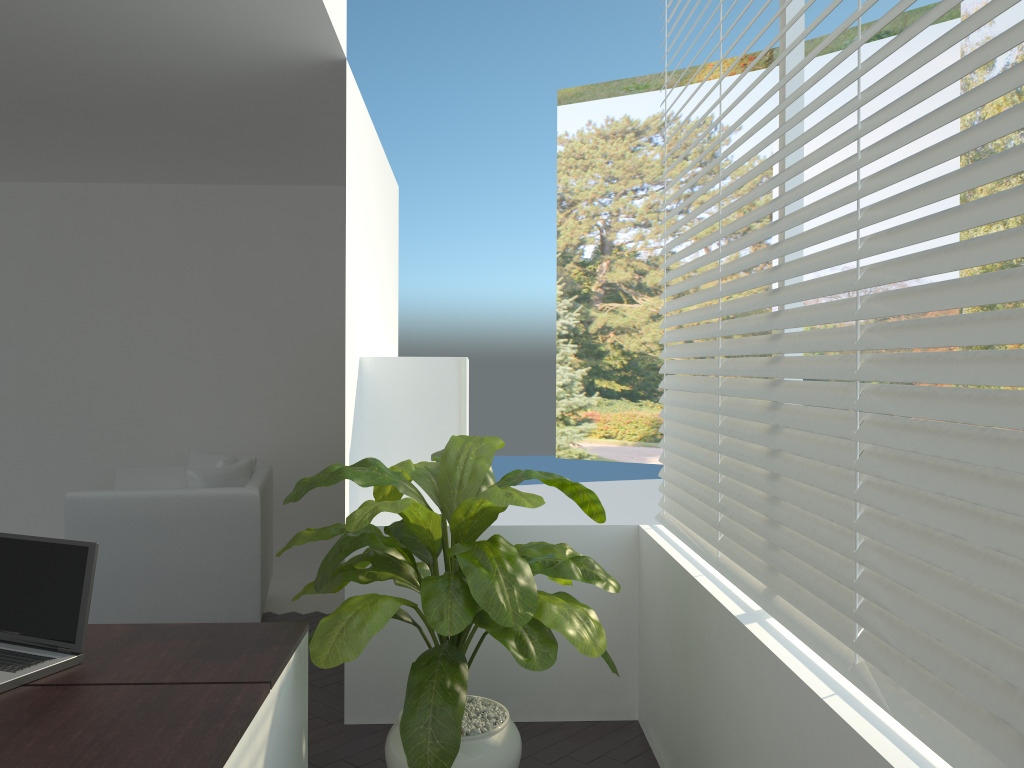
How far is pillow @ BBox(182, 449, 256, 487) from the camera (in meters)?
5.39

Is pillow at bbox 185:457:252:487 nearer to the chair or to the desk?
the chair

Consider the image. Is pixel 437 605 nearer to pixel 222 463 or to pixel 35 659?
pixel 35 659

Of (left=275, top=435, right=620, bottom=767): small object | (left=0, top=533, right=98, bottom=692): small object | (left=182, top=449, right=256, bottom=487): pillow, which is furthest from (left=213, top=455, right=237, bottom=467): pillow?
(left=0, top=533, right=98, bottom=692): small object

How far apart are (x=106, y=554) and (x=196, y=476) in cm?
56

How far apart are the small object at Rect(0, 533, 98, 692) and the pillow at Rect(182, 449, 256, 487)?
3.06m

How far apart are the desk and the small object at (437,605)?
0.04m

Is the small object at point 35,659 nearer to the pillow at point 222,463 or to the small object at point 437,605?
the small object at point 437,605

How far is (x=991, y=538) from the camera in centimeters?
132cm

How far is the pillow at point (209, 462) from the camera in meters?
5.4 m
